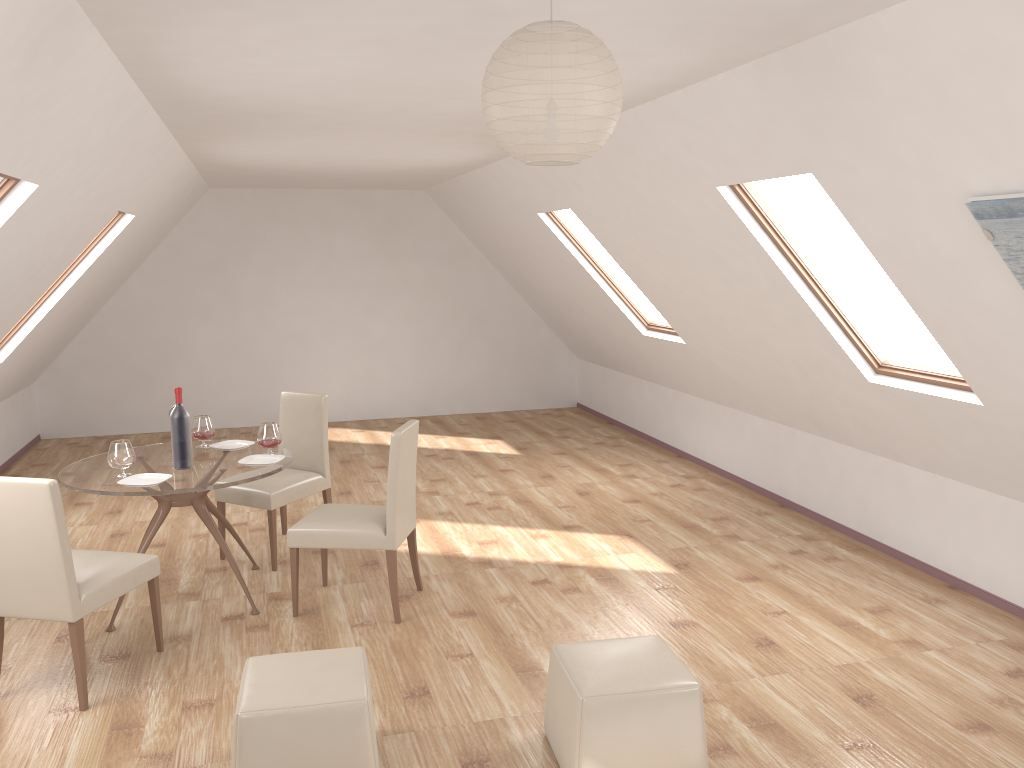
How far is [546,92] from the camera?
2.0 meters

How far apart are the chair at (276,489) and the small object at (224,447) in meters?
0.3

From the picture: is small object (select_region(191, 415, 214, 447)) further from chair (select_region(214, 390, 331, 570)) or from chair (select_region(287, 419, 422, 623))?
chair (select_region(287, 419, 422, 623))

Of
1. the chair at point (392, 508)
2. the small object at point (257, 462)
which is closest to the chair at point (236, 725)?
the chair at point (392, 508)

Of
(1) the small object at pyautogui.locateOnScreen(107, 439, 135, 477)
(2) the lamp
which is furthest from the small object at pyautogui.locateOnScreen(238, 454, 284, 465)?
(2) the lamp

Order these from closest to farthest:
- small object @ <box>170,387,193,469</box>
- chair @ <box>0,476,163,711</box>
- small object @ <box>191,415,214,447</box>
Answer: chair @ <box>0,476,163,711</box>, small object @ <box>170,387,193,469</box>, small object @ <box>191,415,214,447</box>

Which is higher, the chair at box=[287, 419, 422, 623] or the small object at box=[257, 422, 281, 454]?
the small object at box=[257, 422, 281, 454]

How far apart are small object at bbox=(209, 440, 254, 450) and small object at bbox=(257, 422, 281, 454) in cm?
33

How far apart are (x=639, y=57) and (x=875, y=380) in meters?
2.4

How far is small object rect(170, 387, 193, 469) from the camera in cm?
464
